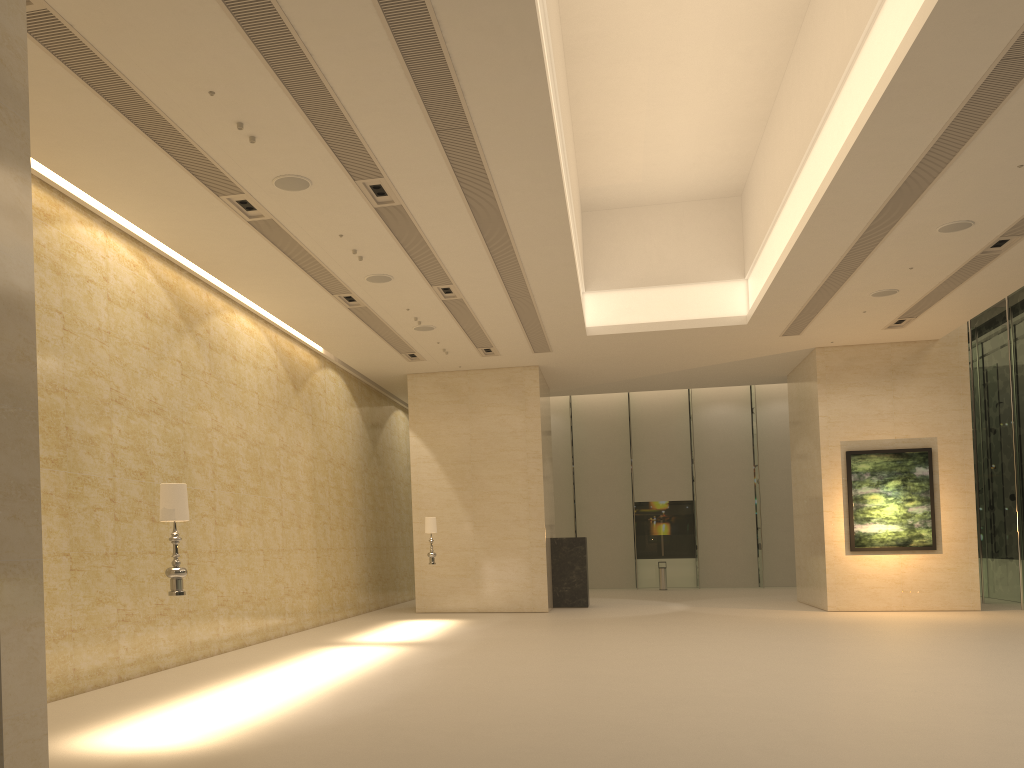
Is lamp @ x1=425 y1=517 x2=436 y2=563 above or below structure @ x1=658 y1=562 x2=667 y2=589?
above

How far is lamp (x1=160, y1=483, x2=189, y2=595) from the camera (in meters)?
7.58

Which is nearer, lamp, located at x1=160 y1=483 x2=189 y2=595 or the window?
lamp, located at x1=160 y1=483 x2=189 y2=595

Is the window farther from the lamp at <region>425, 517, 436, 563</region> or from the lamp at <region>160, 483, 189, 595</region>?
the lamp at <region>160, 483, 189, 595</region>

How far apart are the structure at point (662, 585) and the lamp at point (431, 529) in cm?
1295

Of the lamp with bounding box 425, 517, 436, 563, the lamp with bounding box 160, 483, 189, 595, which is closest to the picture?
the lamp with bounding box 425, 517, 436, 563

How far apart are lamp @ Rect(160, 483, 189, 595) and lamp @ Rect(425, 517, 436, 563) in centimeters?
1108cm

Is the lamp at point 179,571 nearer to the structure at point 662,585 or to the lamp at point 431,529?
the lamp at point 431,529

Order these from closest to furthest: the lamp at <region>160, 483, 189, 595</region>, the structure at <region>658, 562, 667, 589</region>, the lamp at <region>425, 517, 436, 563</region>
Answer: the lamp at <region>160, 483, 189, 595</region> < the lamp at <region>425, 517, 436, 563</region> < the structure at <region>658, 562, 667, 589</region>

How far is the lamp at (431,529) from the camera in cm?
1855
